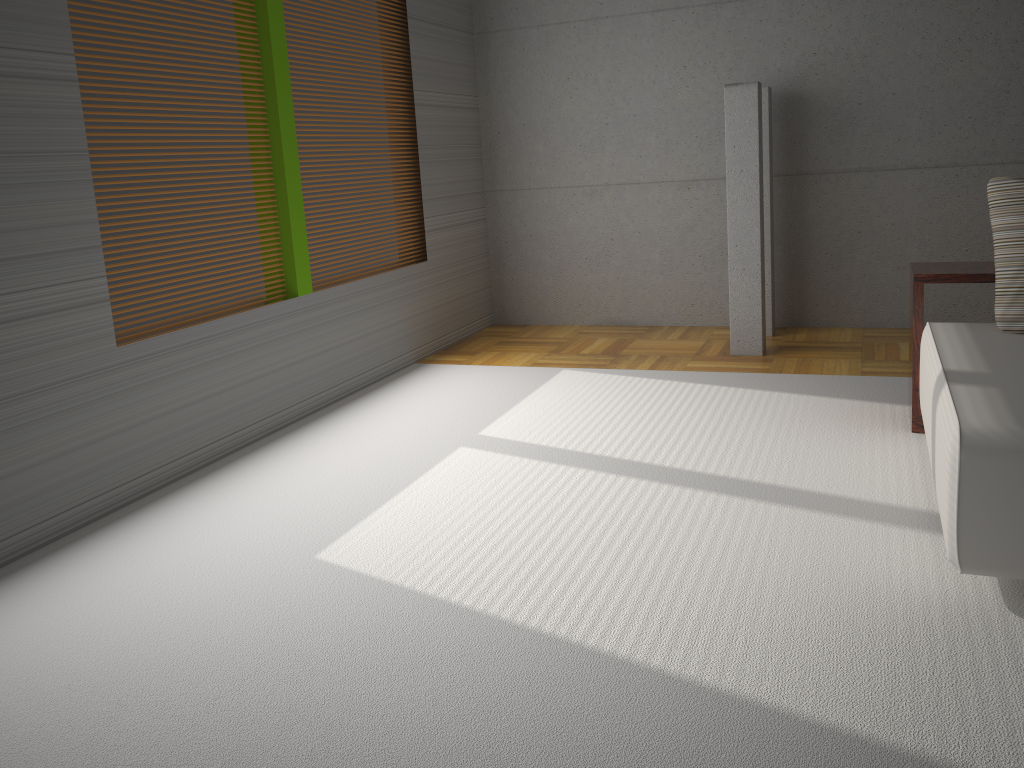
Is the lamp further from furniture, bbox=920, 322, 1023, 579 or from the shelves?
furniture, bbox=920, 322, 1023, 579

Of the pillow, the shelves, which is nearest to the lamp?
the shelves

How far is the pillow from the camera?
3.4m

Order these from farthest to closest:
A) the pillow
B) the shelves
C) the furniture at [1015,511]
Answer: the shelves → the pillow → the furniture at [1015,511]

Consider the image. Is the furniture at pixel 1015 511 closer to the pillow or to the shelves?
the pillow

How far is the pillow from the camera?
3.44m

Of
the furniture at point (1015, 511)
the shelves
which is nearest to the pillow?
the furniture at point (1015, 511)

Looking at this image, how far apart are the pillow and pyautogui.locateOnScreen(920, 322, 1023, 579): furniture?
0.0m

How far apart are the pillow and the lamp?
1.75m

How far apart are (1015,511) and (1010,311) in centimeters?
134cm
